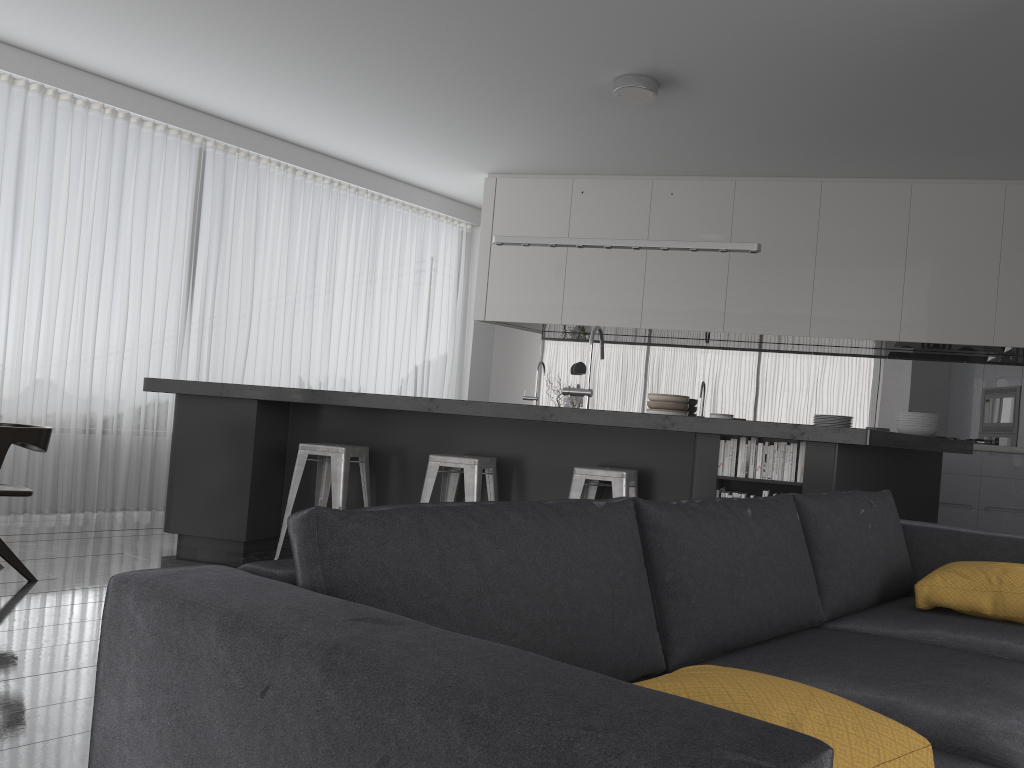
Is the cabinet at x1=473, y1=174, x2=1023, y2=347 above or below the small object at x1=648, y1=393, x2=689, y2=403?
above

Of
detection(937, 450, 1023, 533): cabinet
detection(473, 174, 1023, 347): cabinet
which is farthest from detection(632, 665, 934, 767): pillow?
detection(473, 174, 1023, 347): cabinet

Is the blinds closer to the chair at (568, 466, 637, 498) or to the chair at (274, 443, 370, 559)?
the chair at (274, 443, 370, 559)

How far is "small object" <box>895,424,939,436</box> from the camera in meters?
5.1

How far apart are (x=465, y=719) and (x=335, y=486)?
4.1m

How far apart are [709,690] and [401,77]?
5.42m

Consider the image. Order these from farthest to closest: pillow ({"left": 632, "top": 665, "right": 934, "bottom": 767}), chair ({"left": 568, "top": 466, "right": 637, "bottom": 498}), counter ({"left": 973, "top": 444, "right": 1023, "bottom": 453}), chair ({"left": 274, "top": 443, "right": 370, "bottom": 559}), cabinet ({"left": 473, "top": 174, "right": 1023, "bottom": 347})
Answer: cabinet ({"left": 473, "top": 174, "right": 1023, "bottom": 347}) → counter ({"left": 973, "top": 444, "right": 1023, "bottom": 453}) → chair ({"left": 274, "top": 443, "right": 370, "bottom": 559}) → chair ({"left": 568, "top": 466, "right": 637, "bottom": 498}) → pillow ({"left": 632, "top": 665, "right": 934, "bottom": 767})

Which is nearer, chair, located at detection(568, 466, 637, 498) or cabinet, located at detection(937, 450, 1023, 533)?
chair, located at detection(568, 466, 637, 498)

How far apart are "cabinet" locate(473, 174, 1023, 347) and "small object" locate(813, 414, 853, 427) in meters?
1.8

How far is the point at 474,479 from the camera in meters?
4.6 m
